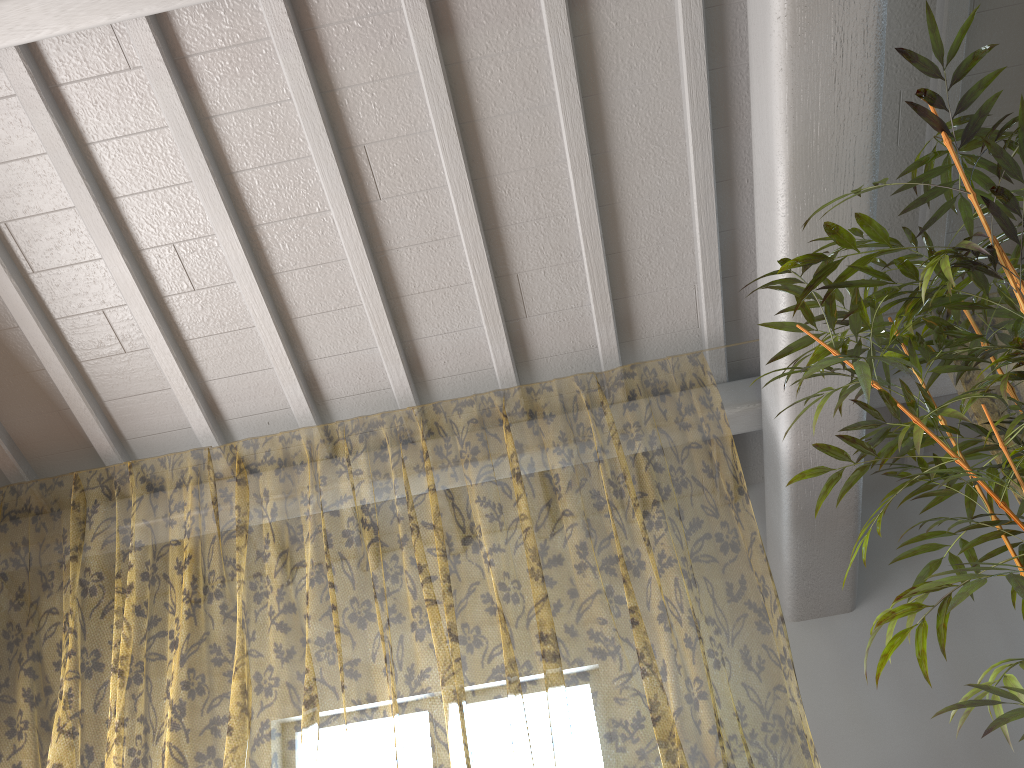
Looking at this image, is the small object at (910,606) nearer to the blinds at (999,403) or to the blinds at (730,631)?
the blinds at (999,403)

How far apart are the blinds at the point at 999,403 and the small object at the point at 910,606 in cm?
69

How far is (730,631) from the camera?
9.6m

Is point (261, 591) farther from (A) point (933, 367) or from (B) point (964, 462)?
(B) point (964, 462)

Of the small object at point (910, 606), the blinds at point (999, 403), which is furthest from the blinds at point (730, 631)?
the blinds at point (999, 403)

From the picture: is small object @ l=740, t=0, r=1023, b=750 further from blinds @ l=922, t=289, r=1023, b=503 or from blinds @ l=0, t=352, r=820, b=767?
blinds @ l=0, t=352, r=820, b=767

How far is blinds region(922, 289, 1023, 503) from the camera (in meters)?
8.49

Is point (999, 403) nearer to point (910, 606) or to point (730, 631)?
point (730, 631)

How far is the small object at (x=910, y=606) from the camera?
1.9 meters

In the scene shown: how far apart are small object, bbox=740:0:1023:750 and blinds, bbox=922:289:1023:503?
0.7m
